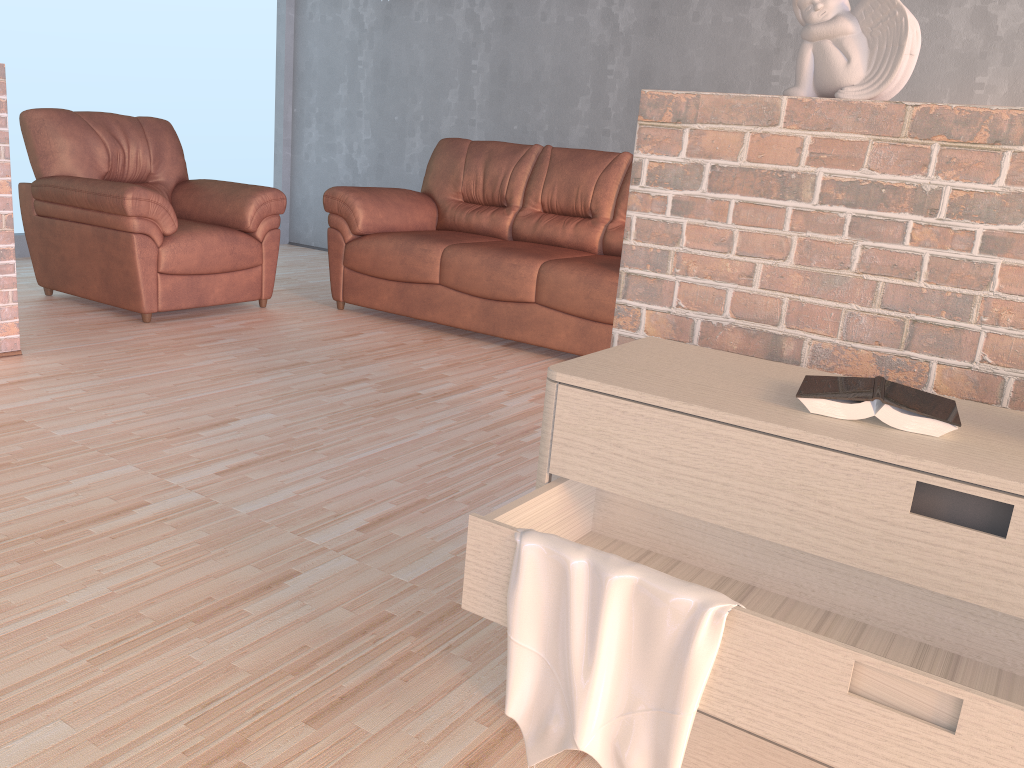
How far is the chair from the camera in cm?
399

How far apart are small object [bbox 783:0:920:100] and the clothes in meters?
0.9 m

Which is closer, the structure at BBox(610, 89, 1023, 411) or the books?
the books

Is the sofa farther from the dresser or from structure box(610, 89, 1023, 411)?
the dresser

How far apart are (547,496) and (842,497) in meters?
0.4 m

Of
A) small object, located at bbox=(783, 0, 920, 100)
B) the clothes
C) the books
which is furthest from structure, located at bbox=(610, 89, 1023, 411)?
the clothes

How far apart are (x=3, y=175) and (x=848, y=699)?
3.3m

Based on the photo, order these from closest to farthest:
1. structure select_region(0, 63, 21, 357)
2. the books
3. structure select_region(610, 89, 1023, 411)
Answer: the books < structure select_region(610, 89, 1023, 411) < structure select_region(0, 63, 21, 357)

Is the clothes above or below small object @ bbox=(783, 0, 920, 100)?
below

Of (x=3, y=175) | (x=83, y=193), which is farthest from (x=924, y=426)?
(x=83, y=193)
